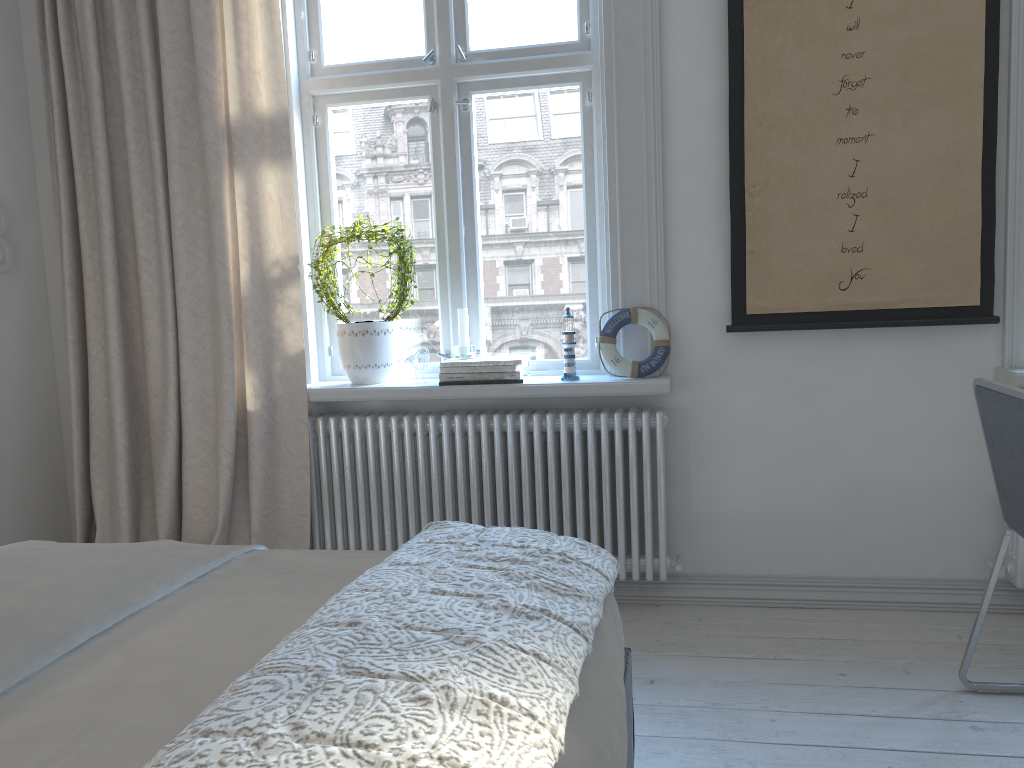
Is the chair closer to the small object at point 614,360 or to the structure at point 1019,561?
the structure at point 1019,561

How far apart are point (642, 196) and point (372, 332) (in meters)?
0.99

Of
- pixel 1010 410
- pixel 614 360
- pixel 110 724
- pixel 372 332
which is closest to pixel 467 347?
pixel 372 332

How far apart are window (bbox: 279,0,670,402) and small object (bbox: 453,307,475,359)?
0.13m

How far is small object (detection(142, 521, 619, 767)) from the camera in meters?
0.8 m

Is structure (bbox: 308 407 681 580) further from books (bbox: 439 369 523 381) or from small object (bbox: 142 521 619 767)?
small object (bbox: 142 521 619 767)

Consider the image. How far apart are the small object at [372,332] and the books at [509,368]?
0.2 meters

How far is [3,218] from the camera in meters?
3.1 m

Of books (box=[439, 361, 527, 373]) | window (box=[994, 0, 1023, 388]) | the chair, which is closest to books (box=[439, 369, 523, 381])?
books (box=[439, 361, 527, 373])

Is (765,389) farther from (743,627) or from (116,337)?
(116,337)
